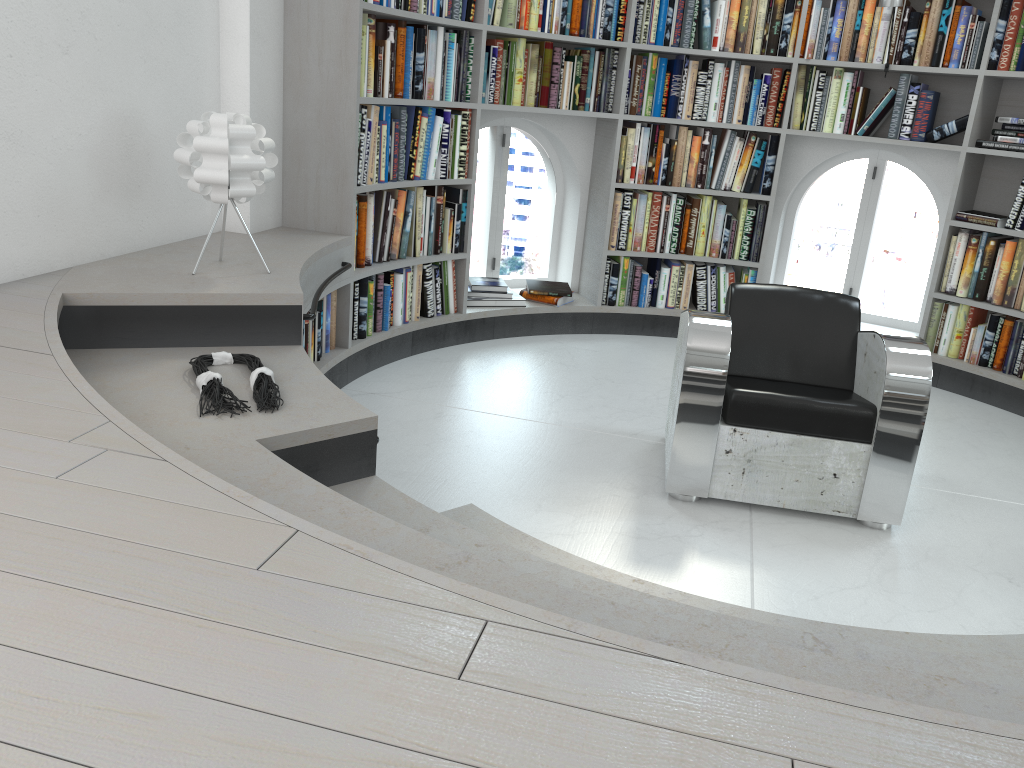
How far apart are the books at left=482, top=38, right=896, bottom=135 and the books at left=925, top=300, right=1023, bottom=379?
1.0 meters

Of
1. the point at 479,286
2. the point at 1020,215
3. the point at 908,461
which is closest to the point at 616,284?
the point at 479,286

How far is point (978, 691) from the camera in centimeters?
144cm

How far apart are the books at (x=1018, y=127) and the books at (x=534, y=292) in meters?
2.4

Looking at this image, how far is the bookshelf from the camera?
3.7m

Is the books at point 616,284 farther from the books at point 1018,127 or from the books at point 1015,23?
the books at point 1015,23

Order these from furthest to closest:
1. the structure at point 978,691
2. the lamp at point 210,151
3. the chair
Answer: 1. the chair
2. the lamp at point 210,151
3. the structure at point 978,691

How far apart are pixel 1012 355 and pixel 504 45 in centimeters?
308cm

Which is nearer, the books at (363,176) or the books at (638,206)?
the books at (363,176)

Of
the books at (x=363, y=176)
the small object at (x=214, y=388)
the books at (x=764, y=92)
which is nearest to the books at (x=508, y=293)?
the books at (x=363, y=176)
